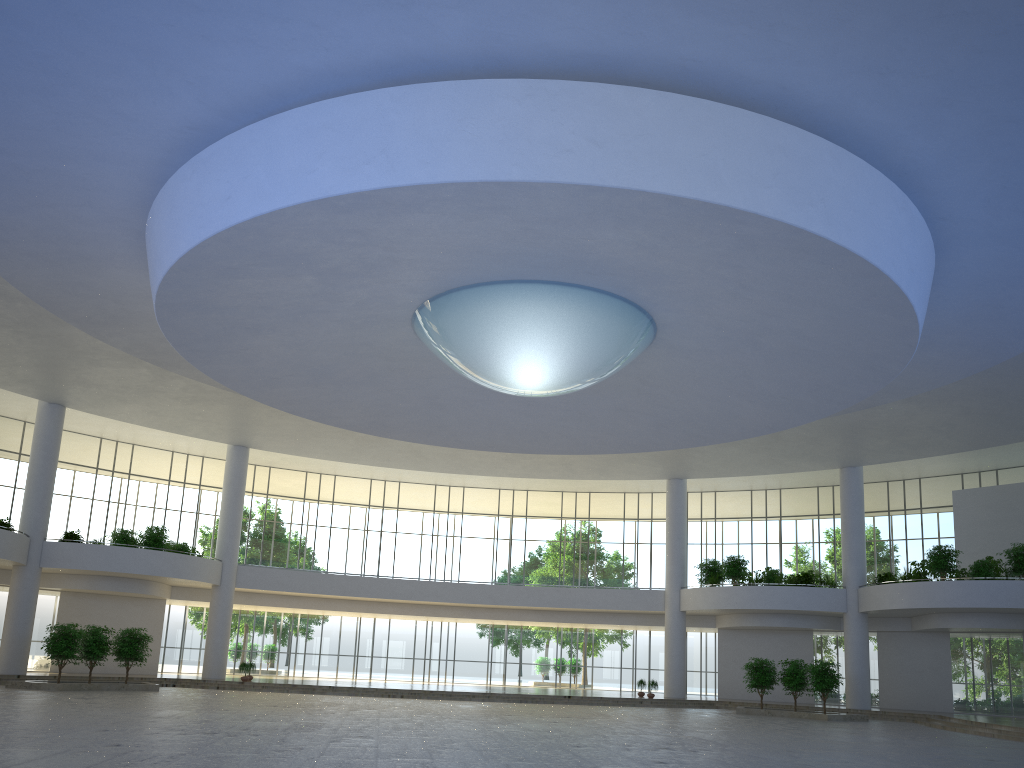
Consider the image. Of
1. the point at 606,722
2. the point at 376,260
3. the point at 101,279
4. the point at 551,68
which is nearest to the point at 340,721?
the point at 606,722
